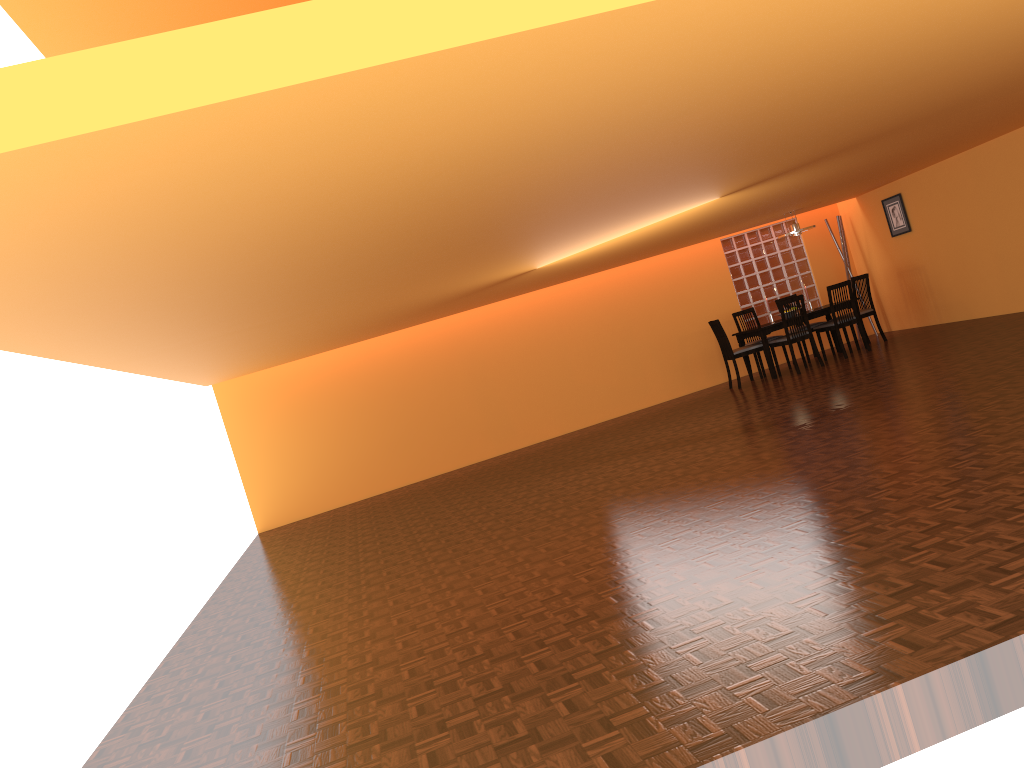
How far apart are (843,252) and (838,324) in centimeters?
184cm

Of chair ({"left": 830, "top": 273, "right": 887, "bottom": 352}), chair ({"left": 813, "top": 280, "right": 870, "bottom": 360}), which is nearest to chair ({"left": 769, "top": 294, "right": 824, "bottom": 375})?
chair ({"left": 813, "top": 280, "right": 870, "bottom": 360})

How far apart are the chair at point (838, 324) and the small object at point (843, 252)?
1.6 meters

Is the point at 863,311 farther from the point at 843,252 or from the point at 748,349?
the point at 748,349

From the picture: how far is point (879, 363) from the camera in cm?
825

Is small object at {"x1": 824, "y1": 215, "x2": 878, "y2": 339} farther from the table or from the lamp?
the lamp

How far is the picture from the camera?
10.2m

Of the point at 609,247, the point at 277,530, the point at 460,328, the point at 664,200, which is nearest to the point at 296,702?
the point at 664,200

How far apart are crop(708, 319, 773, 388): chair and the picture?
2.3 meters

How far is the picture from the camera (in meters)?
10.17
